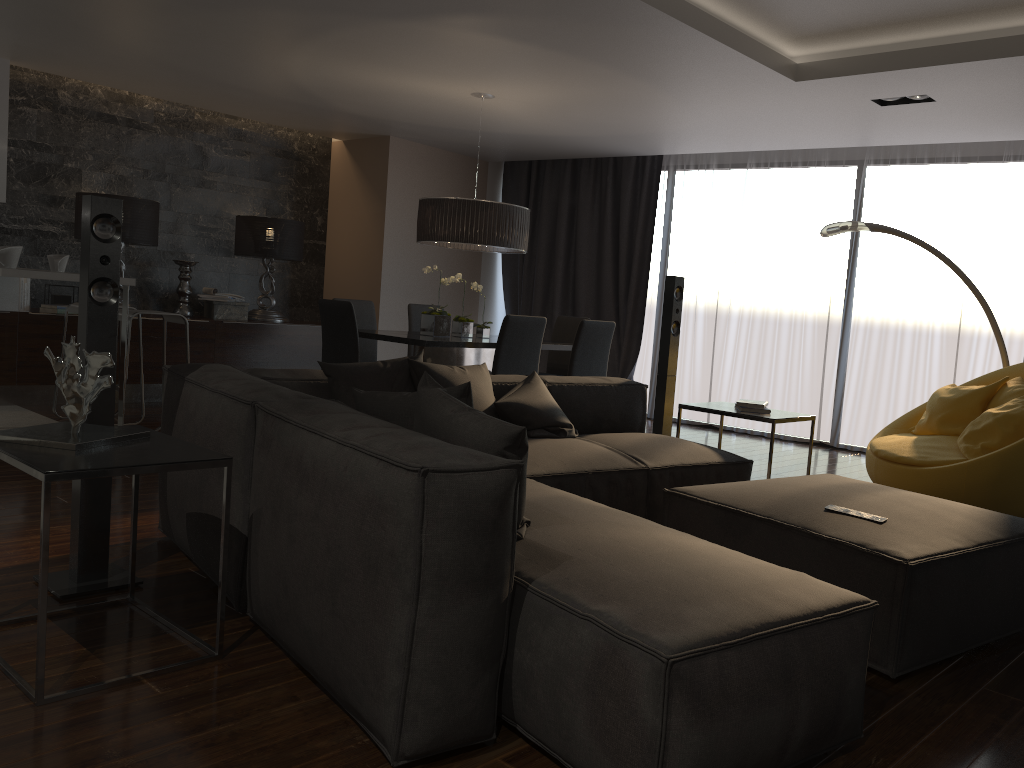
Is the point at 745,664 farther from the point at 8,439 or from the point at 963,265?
the point at 963,265

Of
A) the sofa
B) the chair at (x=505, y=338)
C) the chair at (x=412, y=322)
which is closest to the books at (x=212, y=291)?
the chair at (x=412, y=322)

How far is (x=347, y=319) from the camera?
5.66m

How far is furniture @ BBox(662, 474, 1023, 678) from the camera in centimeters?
254cm

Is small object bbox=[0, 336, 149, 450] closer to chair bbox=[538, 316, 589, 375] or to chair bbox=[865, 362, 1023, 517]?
chair bbox=[865, 362, 1023, 517]

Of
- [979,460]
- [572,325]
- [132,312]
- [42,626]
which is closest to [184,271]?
[132,312]

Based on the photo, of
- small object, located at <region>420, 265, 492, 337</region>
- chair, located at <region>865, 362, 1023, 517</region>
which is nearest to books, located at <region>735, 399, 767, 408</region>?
chair, located at <region>865, 362, 1023, 517</region>

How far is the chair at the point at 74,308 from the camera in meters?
6.1

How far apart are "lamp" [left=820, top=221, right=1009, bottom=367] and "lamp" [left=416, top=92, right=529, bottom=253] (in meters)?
2.01

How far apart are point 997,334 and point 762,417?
2.3 meters
